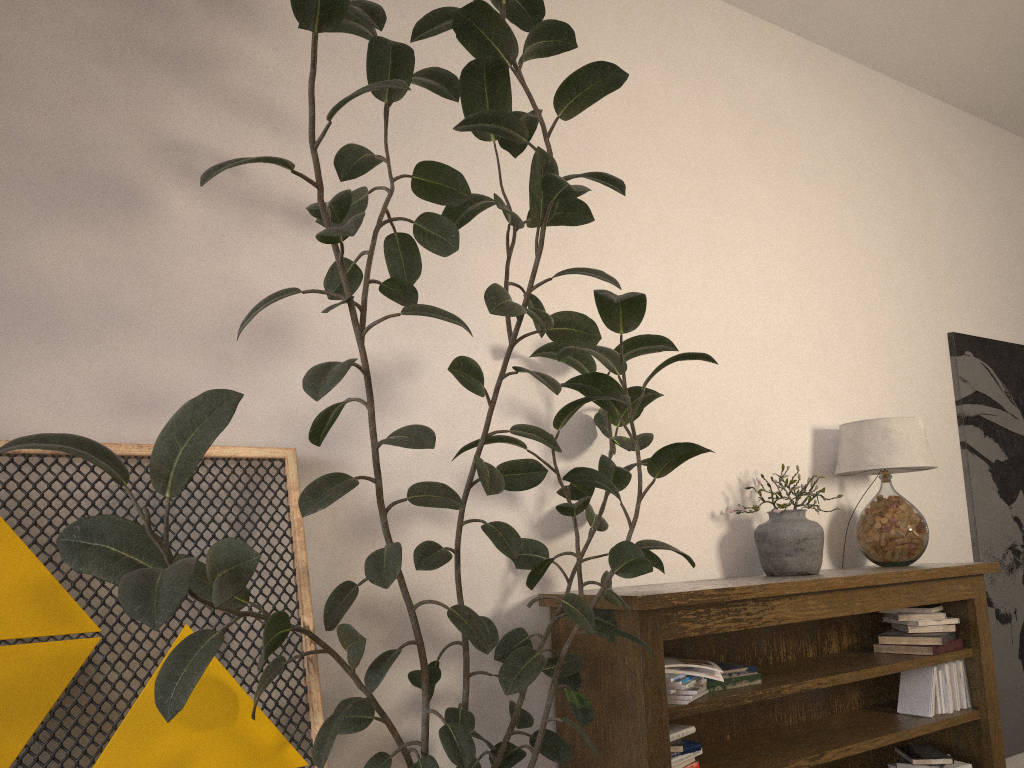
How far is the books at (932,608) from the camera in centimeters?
338cm

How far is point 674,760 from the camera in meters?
2.6

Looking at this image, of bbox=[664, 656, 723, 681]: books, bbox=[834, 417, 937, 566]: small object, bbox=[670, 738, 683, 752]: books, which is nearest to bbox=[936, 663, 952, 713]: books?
bbox=[834, 417, 937, 566]: small object

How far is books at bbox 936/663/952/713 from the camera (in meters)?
3.31

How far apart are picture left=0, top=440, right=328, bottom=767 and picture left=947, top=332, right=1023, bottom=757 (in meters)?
3.40

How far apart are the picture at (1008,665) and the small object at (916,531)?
0.8 meters

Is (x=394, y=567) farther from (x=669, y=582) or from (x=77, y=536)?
(x=669, y=582)

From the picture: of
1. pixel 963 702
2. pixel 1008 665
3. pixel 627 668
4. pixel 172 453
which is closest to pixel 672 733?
pixel 627 668

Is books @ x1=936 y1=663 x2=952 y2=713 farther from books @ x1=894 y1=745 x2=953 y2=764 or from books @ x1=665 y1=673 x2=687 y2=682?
books @ x1=665 y1=673 x2=687 y2=682

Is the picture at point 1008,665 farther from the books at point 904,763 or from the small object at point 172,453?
Answer: the small object at point 172,453
